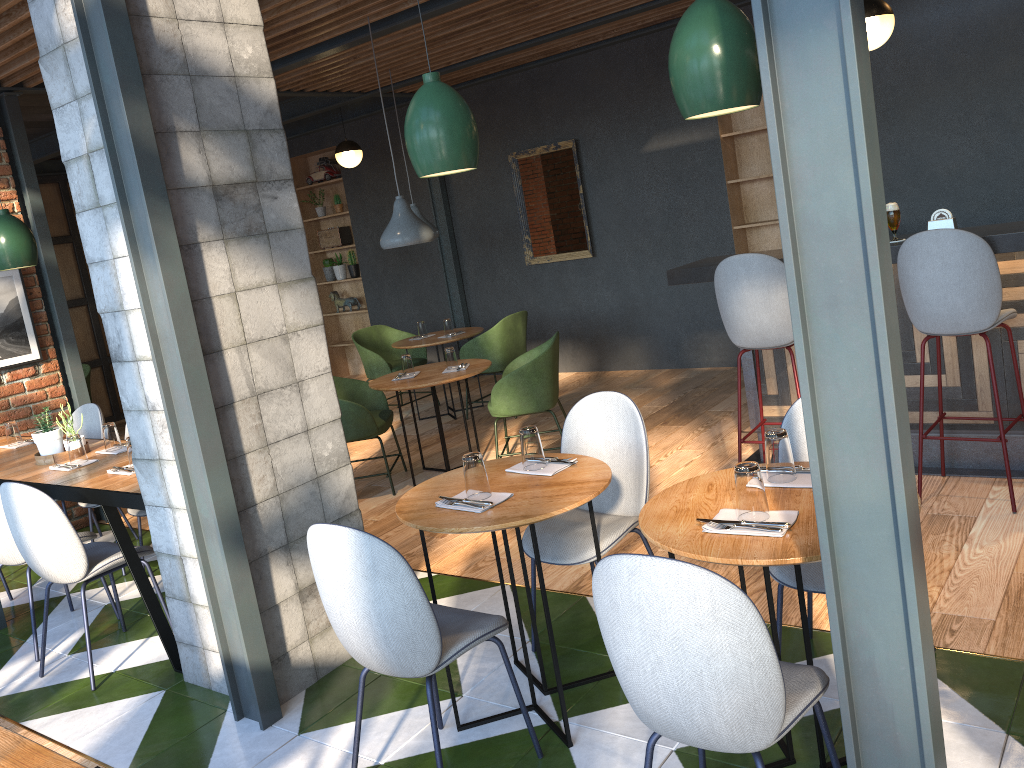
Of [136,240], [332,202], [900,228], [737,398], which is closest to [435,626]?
[136,240]

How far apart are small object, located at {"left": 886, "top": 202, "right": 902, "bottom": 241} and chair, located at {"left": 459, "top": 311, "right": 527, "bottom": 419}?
3.49m

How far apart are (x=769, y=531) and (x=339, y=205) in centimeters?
881cm

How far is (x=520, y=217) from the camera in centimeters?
854cm

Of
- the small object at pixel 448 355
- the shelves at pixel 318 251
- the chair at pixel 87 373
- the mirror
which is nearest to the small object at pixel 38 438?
the small object at pixel 448 355

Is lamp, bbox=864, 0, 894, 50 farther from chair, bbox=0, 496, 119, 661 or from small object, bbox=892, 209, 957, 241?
chair, bbox=0, 496, 119, 661

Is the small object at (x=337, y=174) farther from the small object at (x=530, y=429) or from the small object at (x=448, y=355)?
the small object at (x=530, y=429)

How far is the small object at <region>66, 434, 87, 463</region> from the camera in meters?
4.3

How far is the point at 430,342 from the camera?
7.3 meters

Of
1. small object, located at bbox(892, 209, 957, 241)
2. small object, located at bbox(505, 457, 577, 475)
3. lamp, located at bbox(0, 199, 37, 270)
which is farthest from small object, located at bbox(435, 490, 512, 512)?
lamp, located at bbox(0, 199, 37, 270)
